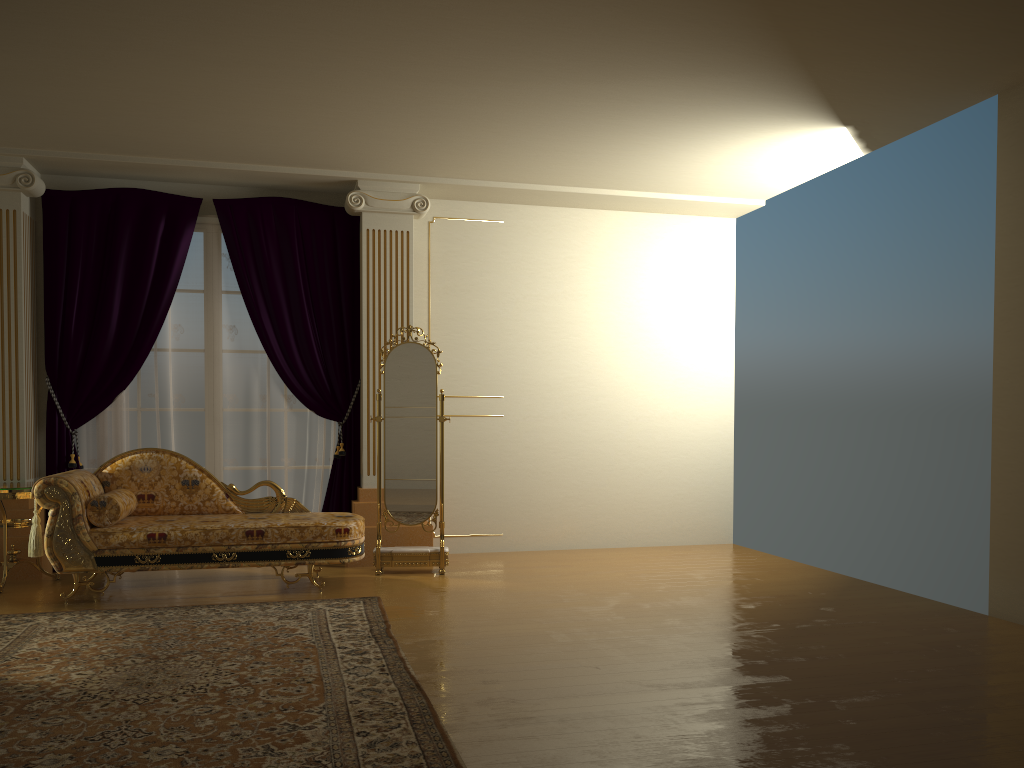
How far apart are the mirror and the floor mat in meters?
0.9

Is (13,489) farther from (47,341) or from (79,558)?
(47,341)

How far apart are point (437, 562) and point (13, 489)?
2.6 meters

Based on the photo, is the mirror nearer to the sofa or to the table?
the sofa

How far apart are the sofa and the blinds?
0.6m

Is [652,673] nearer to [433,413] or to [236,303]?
[433,413]

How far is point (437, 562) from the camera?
6.0 meters

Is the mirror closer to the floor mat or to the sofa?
the sofa

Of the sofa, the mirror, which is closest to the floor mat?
the sofa

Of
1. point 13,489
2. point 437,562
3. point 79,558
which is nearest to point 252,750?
point 79,558
